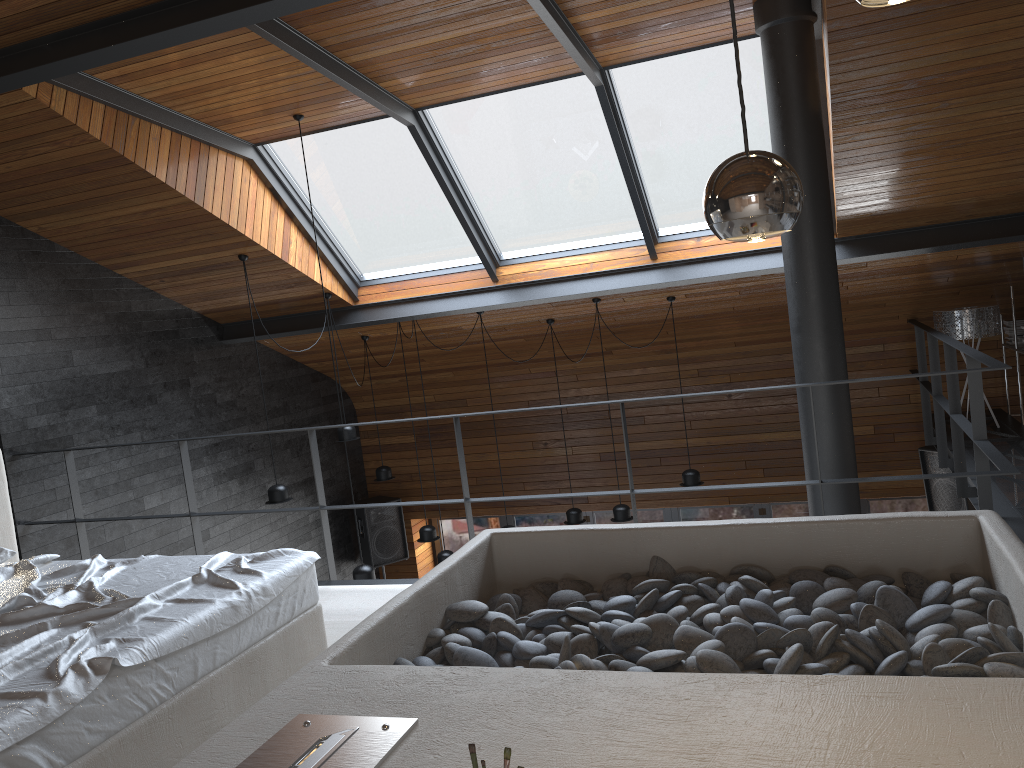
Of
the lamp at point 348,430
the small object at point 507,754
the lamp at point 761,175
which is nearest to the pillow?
the small object at point 507,754

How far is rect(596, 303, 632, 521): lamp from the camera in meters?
7.6 m

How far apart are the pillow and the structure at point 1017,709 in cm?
64

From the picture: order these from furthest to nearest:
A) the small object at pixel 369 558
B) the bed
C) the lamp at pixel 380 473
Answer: the small object at pixel 369 558
the lamp at pixel 380 473
the bed

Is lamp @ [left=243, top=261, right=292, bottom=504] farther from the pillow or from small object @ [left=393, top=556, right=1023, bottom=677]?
small object @ [left=393, top=556, right=1023, bottom=677]

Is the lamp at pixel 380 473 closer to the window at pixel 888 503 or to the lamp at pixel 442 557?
the lamp at pixel 442 557

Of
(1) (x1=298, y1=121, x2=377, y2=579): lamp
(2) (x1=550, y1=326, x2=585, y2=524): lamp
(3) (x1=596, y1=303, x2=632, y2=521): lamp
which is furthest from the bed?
(2) (x1=550, y1=326, x2=585, y2=524): lamp

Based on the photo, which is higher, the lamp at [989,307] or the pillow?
the lamp at [989,307]

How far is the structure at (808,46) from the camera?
4.7m

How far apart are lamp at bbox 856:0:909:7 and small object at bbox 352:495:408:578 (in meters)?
8.69
